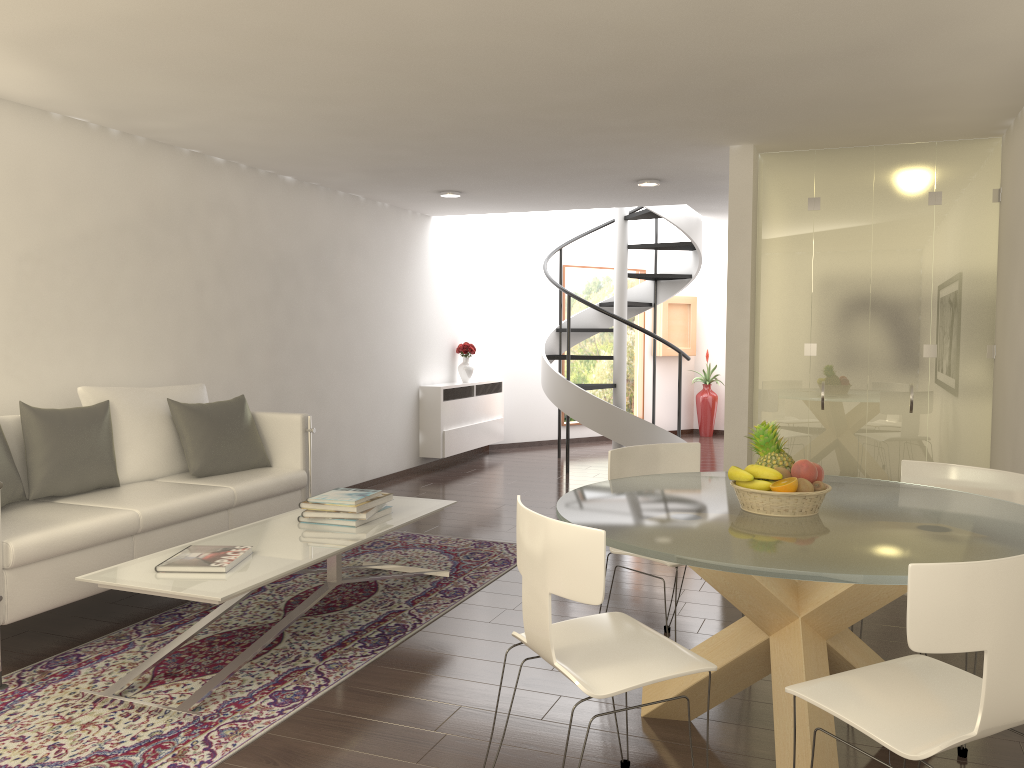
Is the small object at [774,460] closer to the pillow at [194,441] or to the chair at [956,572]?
the chair at [956,572]

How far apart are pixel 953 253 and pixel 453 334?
6.0m

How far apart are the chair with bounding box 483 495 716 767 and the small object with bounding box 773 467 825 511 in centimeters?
72cm

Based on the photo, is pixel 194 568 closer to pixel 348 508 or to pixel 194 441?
pixel 348 508

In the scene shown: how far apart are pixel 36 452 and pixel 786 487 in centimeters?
386cm

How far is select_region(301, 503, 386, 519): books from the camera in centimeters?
487cm

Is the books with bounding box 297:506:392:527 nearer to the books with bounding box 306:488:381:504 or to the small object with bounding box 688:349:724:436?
the books with bounding box 306:488:381:504

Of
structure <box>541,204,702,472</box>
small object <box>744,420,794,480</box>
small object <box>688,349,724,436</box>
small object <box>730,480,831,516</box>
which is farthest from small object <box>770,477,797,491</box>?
→ small object <box>688,349,724,436</box>

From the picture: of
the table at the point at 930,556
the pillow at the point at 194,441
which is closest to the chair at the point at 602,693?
the table at the point at 930,556

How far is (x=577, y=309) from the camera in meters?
12.8
